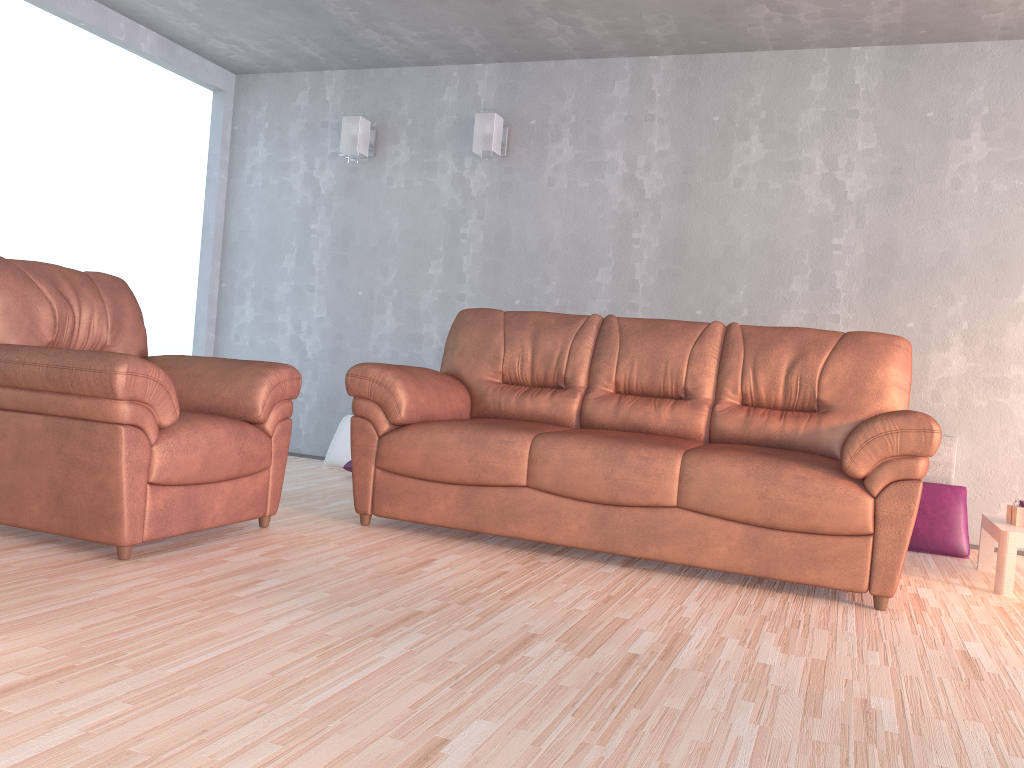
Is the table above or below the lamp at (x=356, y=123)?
below

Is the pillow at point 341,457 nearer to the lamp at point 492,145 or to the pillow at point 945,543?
the lamp at point 492,145

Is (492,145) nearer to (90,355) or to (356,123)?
(356,123)

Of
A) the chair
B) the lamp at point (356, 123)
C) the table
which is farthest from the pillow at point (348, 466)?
the table

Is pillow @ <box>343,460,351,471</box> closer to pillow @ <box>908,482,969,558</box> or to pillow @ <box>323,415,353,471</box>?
pillow @ <box>323,415,353,471</box>

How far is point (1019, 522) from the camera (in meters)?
3.45

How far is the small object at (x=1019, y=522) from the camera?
3.45m

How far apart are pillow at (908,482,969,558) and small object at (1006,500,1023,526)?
→ 0.55m

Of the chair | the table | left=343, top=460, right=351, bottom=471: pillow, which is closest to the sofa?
the chair

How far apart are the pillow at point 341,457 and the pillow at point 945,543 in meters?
3.0 m
